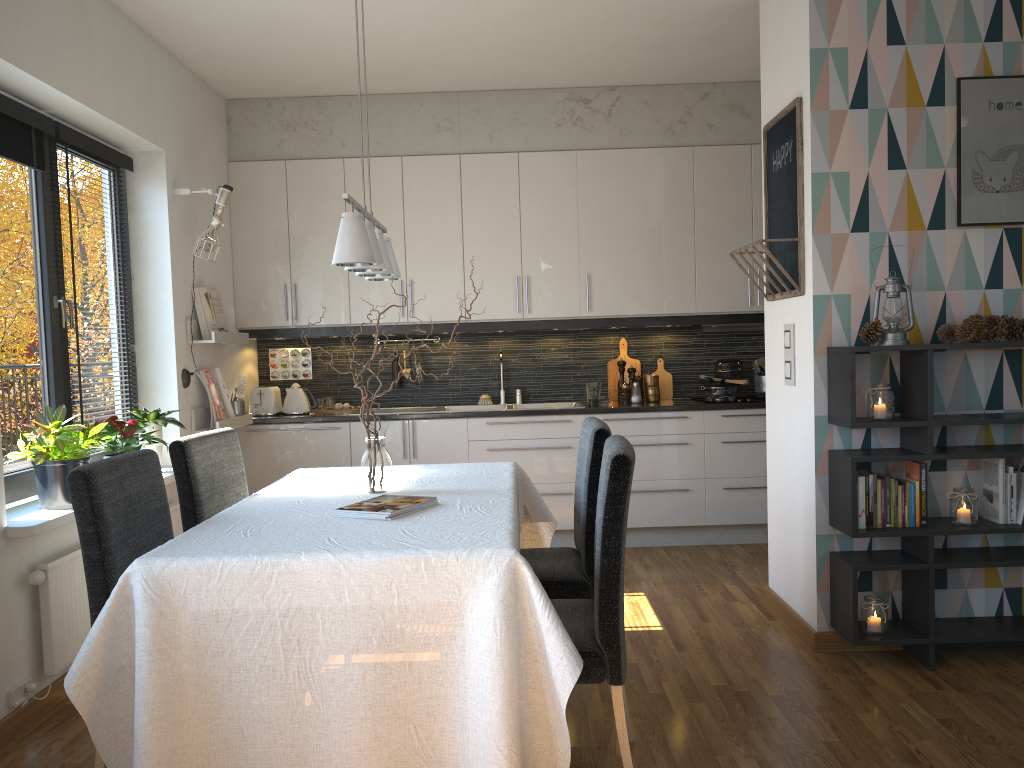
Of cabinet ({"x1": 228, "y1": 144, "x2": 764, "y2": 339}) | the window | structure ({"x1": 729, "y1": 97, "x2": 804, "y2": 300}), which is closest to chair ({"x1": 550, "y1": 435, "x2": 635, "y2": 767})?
structure ({"x1": 729, "y1": 97, "x2": 804, "y2": 300})

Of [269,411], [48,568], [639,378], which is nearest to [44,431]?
[48,568]

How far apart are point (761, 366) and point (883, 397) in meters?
2.3

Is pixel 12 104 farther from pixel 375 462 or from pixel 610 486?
pixel 610 486

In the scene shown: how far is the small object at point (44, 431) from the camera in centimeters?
321cm

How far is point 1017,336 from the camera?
3.3m

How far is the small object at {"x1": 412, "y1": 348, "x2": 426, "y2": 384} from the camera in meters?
5.8

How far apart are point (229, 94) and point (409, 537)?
3.97m

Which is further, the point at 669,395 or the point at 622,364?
the point at 669,395

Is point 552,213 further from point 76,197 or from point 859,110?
point 76,197
